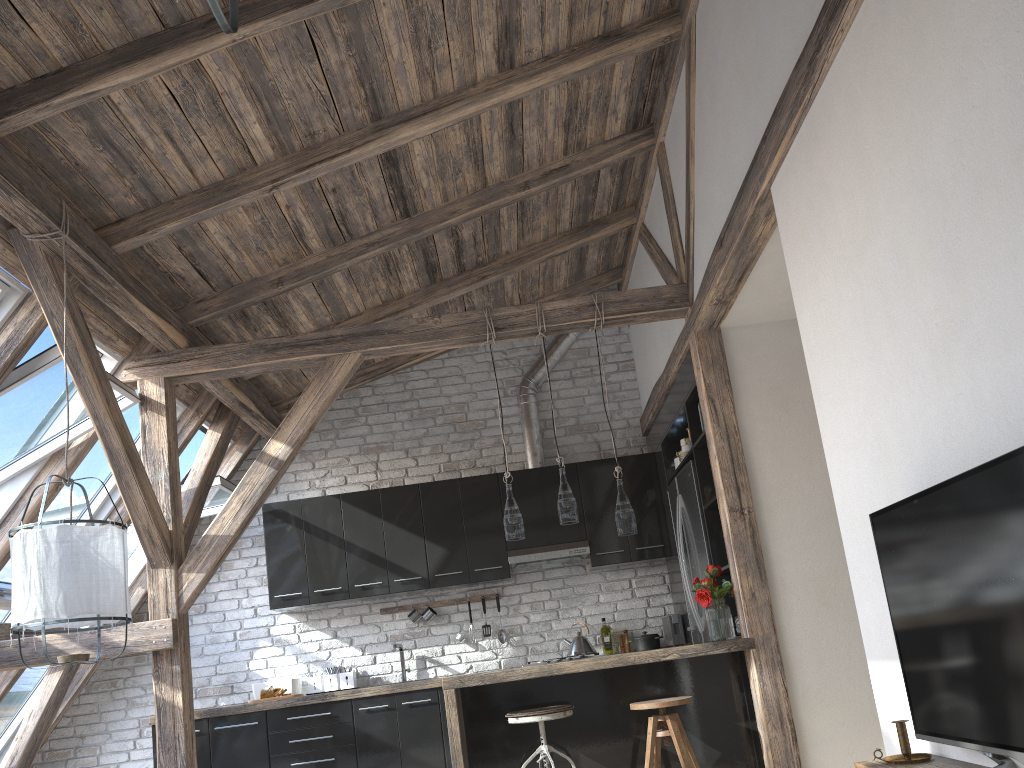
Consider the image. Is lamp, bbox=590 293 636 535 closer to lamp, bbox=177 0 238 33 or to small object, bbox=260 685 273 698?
small object, bbox=260 685 273 698

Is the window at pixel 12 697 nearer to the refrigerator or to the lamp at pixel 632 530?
the lamp at pixel 632 530

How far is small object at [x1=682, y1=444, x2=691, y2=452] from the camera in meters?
5.7 m

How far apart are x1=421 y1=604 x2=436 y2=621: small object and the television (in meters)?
4.50

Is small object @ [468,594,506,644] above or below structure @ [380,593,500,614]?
below

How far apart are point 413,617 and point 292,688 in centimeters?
97cm

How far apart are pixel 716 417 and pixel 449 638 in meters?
2.9

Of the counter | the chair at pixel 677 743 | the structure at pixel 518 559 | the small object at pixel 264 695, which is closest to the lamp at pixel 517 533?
the counter

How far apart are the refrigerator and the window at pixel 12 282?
3.7 meters

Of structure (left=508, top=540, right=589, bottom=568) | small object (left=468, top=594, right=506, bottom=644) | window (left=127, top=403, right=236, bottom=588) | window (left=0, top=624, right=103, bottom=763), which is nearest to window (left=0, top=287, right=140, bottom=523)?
window (left=127, top=403, right=236, bottom=588)
